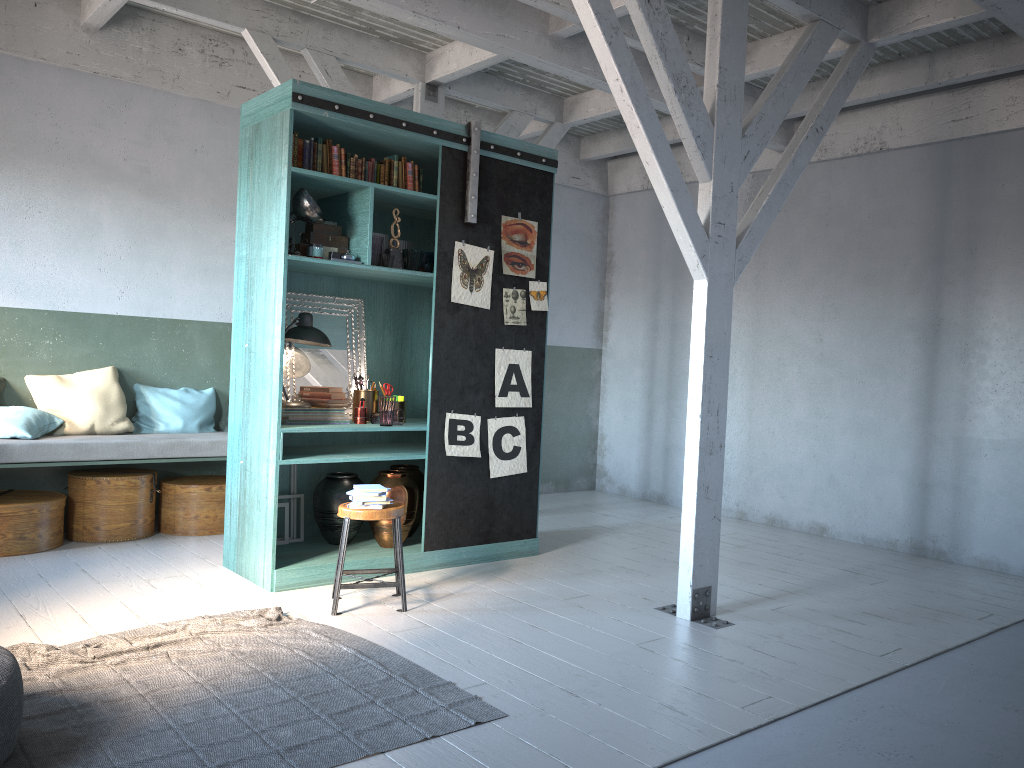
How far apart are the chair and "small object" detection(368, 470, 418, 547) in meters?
0.7 m

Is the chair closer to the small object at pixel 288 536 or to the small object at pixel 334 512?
the small object at pixel 334 512

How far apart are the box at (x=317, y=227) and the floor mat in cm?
276

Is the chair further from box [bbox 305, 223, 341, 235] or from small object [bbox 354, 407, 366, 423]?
box [bbox 305, 223, 341, 235]

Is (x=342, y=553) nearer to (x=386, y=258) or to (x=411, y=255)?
(x=386, y=258)

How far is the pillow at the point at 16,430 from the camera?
7.07m

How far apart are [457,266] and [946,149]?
4.3 meters

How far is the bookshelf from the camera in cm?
617

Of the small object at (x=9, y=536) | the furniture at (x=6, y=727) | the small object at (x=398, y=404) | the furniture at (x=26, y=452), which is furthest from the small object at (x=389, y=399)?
the furniture at (x=6, y=727)

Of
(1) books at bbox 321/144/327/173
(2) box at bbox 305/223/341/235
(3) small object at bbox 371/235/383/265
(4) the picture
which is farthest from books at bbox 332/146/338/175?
(4) the picture
